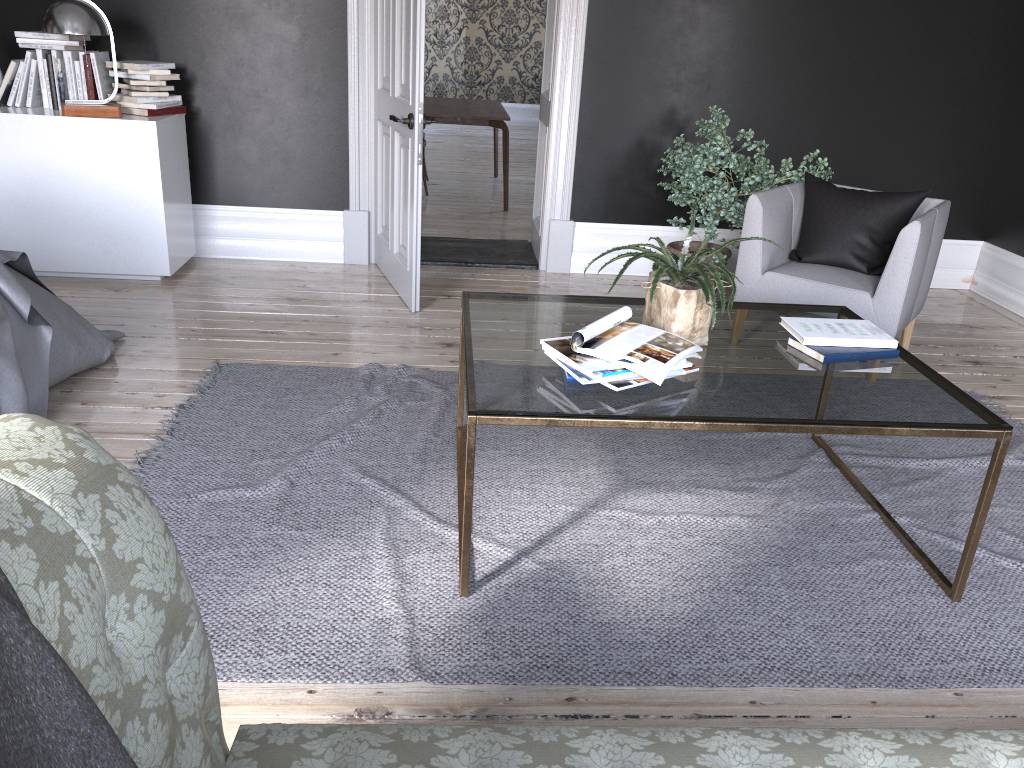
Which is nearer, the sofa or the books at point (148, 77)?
the sofa

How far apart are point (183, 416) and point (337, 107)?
2.7m

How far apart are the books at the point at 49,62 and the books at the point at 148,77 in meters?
0.4 m

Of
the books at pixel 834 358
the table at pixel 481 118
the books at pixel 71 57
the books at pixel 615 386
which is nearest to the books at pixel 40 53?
the books at pixel 71 57

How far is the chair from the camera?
3.9 meters

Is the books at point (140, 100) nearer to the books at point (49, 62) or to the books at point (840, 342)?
the books at point (49, 62)

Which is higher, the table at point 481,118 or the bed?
the table at point 481,118

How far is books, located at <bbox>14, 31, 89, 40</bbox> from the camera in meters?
4.8 m

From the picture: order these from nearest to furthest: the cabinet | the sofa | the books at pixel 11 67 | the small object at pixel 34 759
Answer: the small object at pixel 34 759 < the sofa < the cabinet < the books at pixel 11 67

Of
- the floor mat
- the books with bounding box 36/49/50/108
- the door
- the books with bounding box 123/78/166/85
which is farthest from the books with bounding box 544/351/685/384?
the books with bounding box 36/49/50/108
